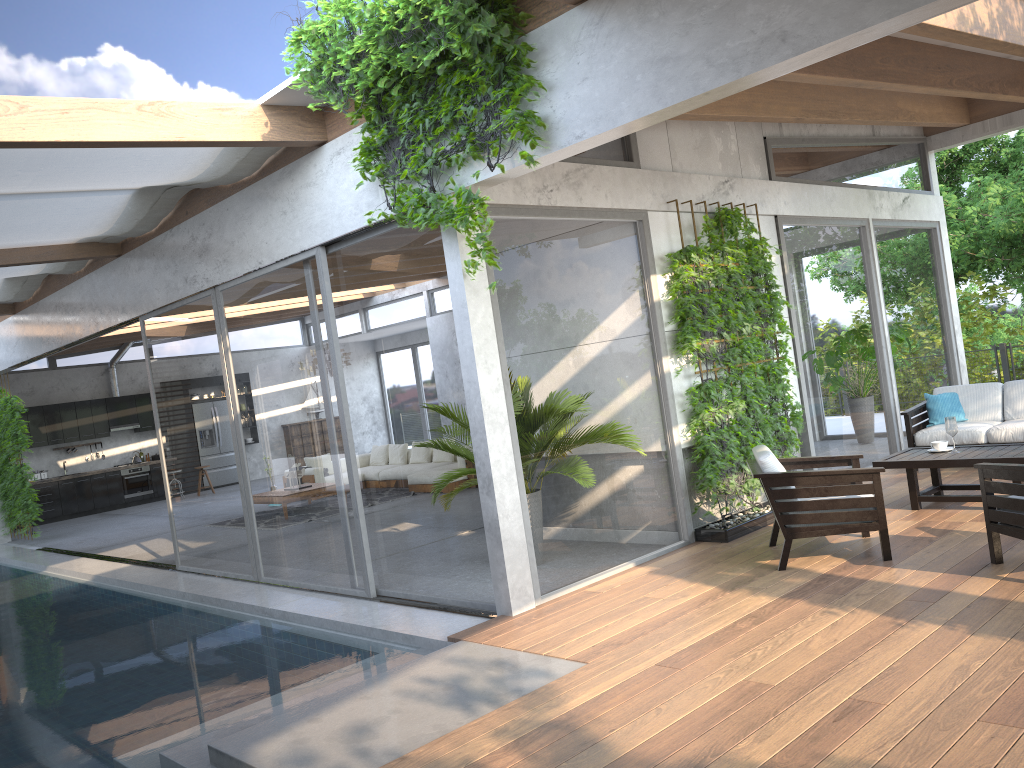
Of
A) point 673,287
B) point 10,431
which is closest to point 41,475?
point 10,431

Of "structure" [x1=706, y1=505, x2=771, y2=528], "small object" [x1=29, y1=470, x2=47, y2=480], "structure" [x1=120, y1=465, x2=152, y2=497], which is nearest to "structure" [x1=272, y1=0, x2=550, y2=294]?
"structure" [x1=706, y1=505, x2=771, y2=528]

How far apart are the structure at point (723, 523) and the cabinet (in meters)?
14.72

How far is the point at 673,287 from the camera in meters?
7.0 m

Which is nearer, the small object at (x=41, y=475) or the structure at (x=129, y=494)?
the small object at (x=41, y=475)

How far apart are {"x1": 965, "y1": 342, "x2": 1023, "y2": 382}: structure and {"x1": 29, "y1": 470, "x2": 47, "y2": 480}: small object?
17.5 meters

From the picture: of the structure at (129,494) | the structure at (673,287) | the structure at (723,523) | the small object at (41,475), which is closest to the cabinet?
the structure at (129,494)

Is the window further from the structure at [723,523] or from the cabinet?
the cabinet

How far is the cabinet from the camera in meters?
17.4

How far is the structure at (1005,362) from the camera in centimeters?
1369cm
